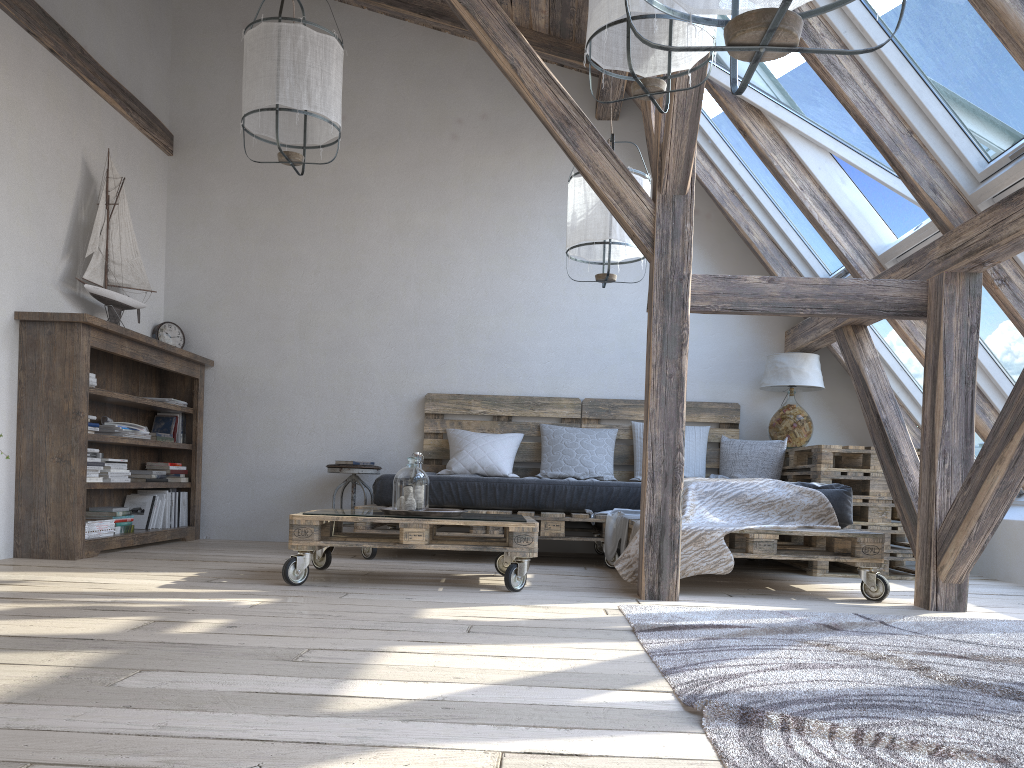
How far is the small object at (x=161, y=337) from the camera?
5.7 meters

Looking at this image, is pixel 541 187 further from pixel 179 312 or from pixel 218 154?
pixel 179 312

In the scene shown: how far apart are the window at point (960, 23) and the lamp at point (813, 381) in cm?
191

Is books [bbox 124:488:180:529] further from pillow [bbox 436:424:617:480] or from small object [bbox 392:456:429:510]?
small object [bbox 392:456:429:510]

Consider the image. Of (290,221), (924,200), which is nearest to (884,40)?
(924,200)

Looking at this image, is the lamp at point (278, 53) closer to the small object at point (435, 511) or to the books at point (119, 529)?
the small object at point (435, 511)

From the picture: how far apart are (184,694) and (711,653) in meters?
1.3

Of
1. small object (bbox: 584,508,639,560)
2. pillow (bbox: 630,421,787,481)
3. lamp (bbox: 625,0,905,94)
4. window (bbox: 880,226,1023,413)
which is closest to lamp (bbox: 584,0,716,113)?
lamp (bbox: 625,0,905,94)

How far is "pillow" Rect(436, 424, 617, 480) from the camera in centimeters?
532cm

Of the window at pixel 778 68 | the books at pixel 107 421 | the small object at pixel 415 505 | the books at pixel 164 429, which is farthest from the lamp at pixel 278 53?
the books at pixel 164 429
